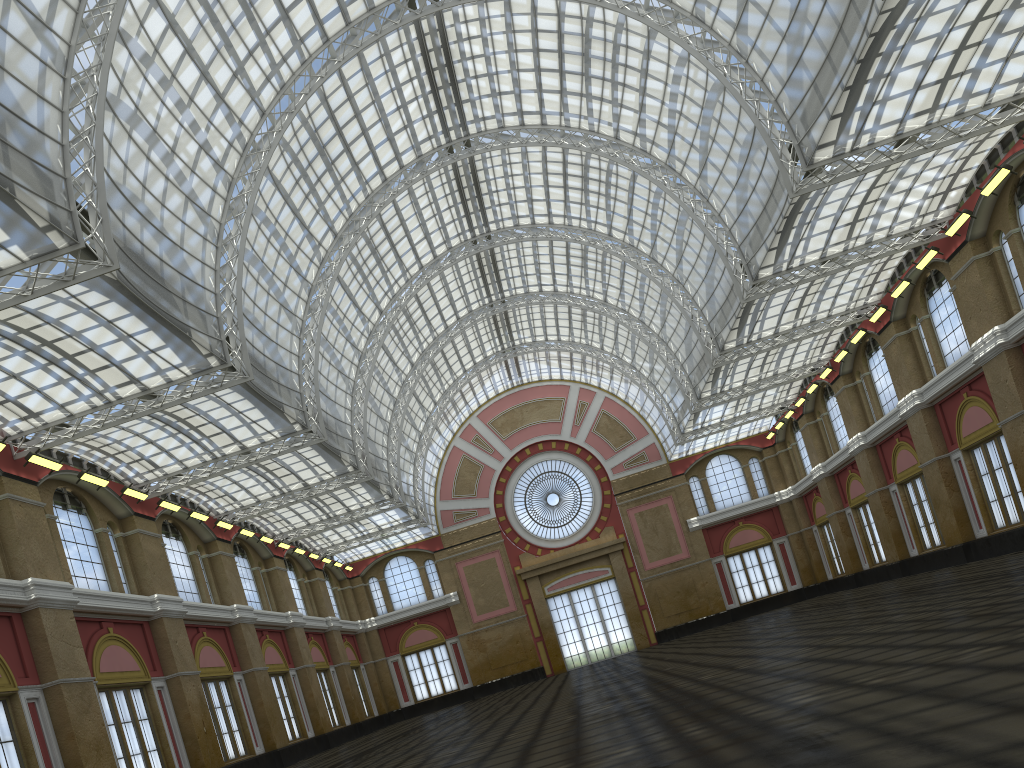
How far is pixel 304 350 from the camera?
48.80m

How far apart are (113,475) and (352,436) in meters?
13.7 m
